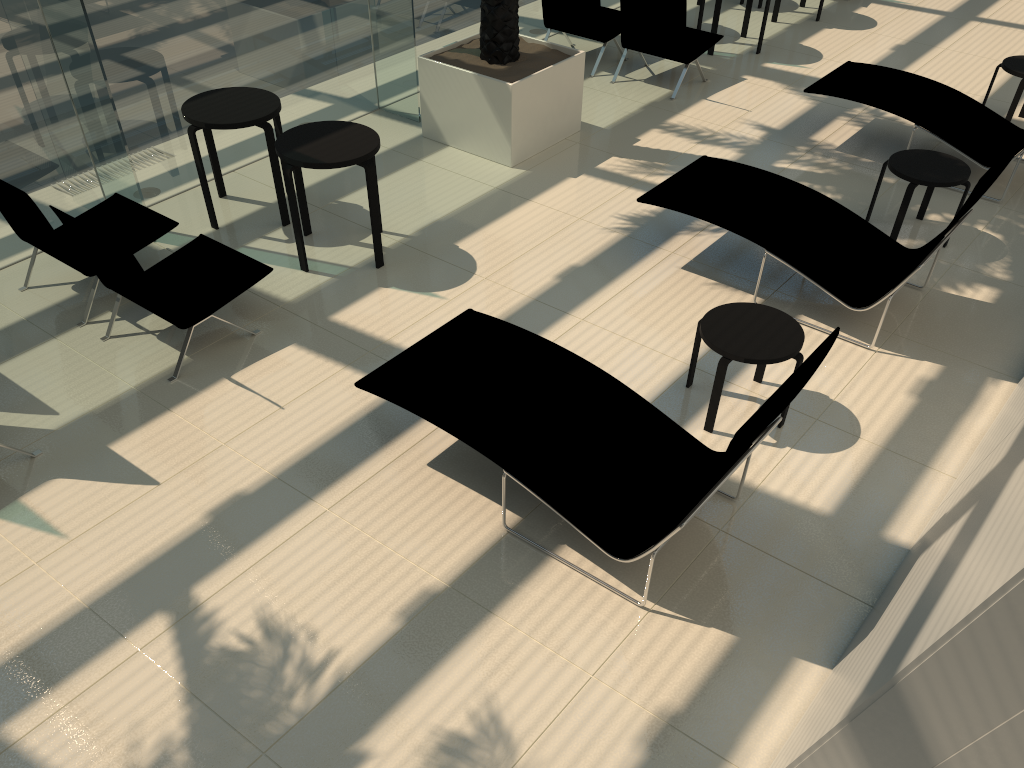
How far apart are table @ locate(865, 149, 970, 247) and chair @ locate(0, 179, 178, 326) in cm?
519

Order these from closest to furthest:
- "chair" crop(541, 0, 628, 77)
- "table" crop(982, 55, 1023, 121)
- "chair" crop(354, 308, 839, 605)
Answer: "chair" crop(354, 308, 839, 605), "table" crop(982, 55, 1023, 121), "chair" crop(541, 0, 628, 77)

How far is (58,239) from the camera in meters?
5.4

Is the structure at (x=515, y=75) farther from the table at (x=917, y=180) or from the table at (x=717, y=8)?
the table at (x=917, y=180)

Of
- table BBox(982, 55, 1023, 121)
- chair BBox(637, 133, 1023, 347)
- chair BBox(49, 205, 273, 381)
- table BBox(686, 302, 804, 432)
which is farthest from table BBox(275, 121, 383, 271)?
table BBox(982, 55, 1023, 121)

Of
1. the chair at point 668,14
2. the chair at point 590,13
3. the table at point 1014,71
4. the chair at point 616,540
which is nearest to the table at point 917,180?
the table at point 1014,71

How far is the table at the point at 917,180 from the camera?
6.3 meters

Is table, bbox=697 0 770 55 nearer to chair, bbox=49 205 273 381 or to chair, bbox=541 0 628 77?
chair, bbox=541 0 628 77

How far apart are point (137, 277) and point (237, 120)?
1.83m

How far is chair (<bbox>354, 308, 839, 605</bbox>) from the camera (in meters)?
3.92
